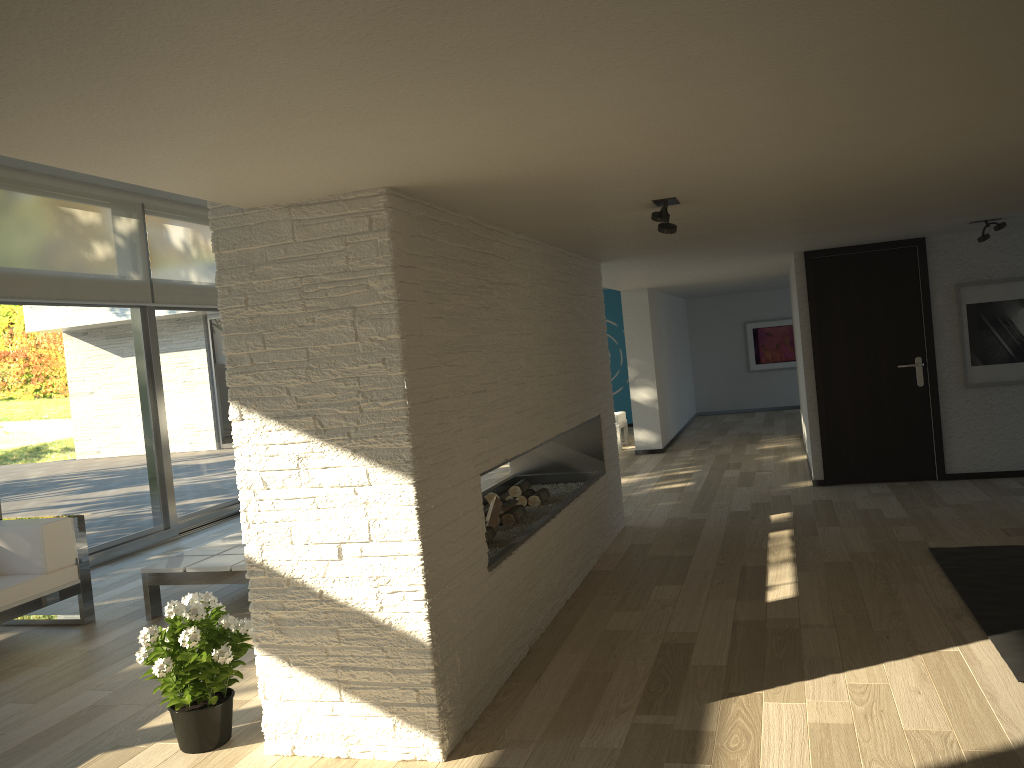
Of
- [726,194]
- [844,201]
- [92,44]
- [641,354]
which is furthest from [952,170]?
[641,354]

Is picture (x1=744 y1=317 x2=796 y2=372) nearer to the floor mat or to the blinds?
the blinds

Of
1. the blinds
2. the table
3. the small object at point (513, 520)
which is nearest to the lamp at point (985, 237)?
the small object at point (513, 520)

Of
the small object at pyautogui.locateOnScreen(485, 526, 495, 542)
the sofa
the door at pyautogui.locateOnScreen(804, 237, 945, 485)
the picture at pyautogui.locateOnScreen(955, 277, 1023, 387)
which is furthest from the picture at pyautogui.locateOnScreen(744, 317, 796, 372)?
the sofa

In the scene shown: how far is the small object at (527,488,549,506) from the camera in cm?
535

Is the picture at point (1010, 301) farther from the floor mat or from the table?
the table

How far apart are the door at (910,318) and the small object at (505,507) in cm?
346

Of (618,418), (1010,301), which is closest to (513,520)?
(1010,301)

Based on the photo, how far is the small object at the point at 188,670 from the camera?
3.2 meters

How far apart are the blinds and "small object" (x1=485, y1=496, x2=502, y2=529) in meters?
4.0 m
